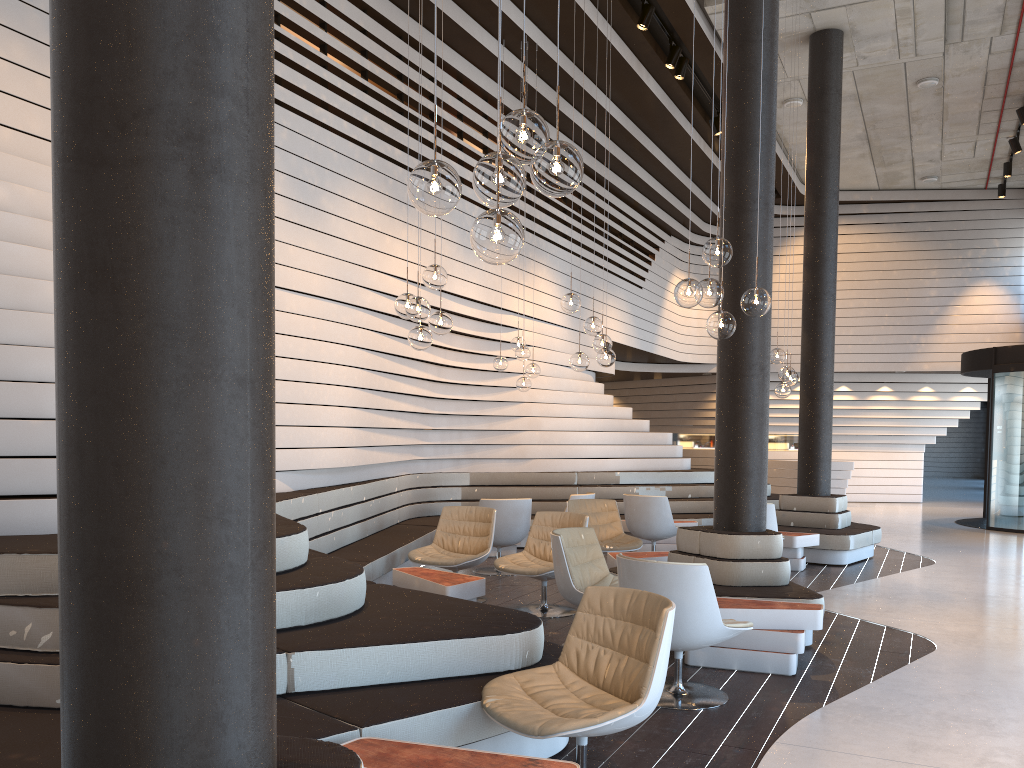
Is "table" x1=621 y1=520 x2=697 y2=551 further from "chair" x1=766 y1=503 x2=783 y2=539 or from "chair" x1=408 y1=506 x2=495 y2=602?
"chair" x1=408 y1=506 x2=495 y2=602

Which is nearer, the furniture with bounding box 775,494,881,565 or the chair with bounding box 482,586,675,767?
the chair with bounding box 482,586,675,767

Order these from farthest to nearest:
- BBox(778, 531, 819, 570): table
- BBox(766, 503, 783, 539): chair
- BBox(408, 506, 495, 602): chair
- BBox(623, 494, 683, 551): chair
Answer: BBox(623, 494, 683, 551): chair → BBox(778, 531, 819, 570): table → BBox(766, 503, 783, 539): chair → BBox(408, 506, 495, 602): chair

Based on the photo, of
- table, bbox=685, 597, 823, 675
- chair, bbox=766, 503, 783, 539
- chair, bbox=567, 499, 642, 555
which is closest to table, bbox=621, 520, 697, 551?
chair, bbox=567, 499, 642, 555

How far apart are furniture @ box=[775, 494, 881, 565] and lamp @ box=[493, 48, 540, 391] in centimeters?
327cm

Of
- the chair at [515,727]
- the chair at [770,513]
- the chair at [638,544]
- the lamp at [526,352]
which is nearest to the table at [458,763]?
the chair at [515,727]

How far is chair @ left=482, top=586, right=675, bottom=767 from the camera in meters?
3.0 m

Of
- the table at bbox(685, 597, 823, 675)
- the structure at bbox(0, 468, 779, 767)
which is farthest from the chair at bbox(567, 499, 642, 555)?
the table at bbox(685, 597, 823, 675)

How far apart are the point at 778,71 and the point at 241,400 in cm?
1157

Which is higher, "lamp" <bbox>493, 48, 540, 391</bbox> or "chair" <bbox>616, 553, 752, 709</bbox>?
"lamp" <bbox>493, 48, 540, 391</bbox>
